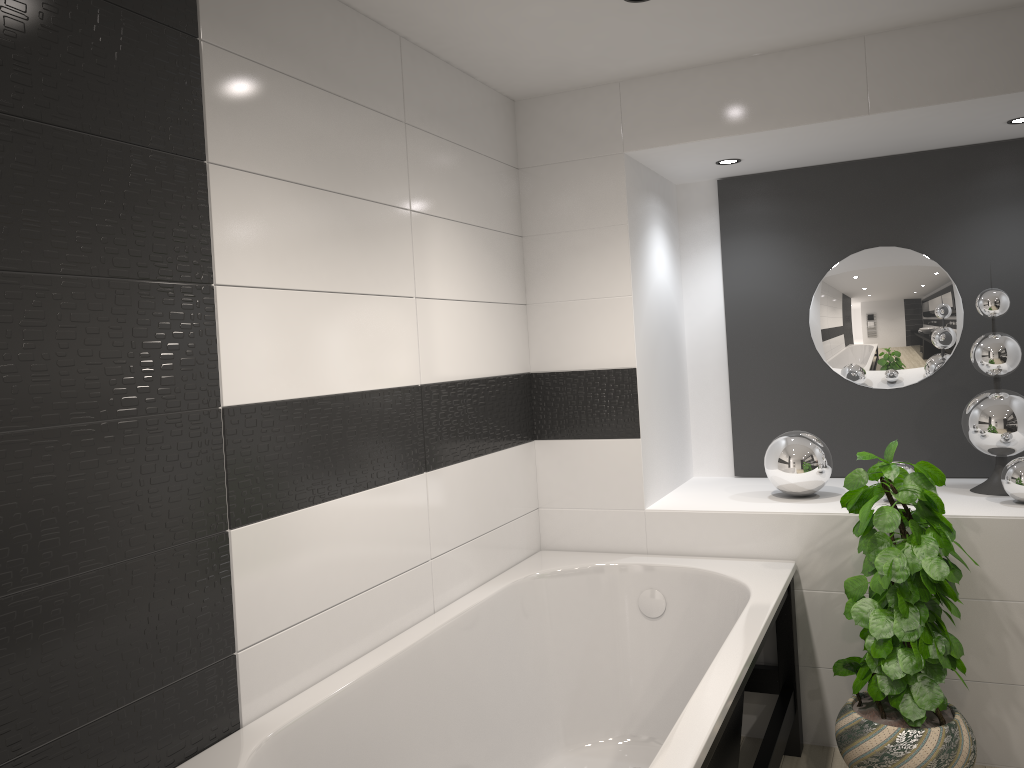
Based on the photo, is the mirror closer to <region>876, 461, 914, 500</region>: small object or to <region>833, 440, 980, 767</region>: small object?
<region>876, 461, 914, 500</region>: small object

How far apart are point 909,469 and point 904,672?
0.8 meters

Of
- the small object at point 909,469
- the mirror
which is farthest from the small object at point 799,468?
the mirror

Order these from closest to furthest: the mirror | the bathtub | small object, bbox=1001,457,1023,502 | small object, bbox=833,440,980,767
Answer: the bathtub, small object, bbox=833,440,980,767, small object, bbox=1001,457,1023,502, the mirror

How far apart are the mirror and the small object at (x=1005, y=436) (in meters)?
0.32

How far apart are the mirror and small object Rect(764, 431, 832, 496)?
0.51m

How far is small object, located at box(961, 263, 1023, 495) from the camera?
3.3 meters

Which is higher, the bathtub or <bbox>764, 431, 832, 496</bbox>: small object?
<bbox>764, 431, 832, 496</bbox>: small object

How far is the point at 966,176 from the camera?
3.7m

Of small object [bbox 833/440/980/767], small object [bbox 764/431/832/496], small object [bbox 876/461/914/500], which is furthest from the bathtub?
small object [bbox 876/461/914/500]
